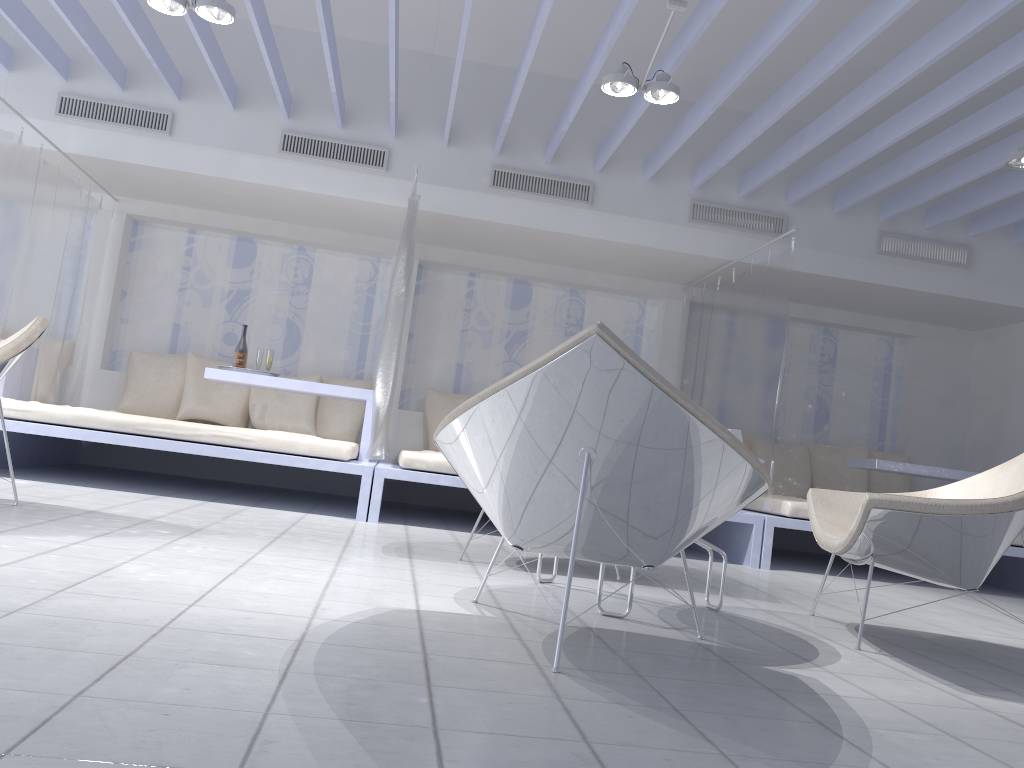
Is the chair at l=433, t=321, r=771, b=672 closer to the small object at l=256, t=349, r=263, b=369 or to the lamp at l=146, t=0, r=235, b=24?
the lamp at l=146, t=0, r=235, b=24

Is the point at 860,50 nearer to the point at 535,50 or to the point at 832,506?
the point at 535,50

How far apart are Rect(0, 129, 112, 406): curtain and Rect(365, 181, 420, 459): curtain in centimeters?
216cm

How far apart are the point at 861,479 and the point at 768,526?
2.4 meters

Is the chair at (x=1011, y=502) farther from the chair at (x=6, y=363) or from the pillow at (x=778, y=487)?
the pillow at (x=778, y=487)

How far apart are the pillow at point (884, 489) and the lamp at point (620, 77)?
4.1 meters

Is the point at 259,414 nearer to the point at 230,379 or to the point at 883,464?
the point at 230,379

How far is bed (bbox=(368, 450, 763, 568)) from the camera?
4.8 meters

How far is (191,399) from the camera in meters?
6.4

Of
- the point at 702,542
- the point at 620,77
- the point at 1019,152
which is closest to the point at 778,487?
the point at 1019,152
